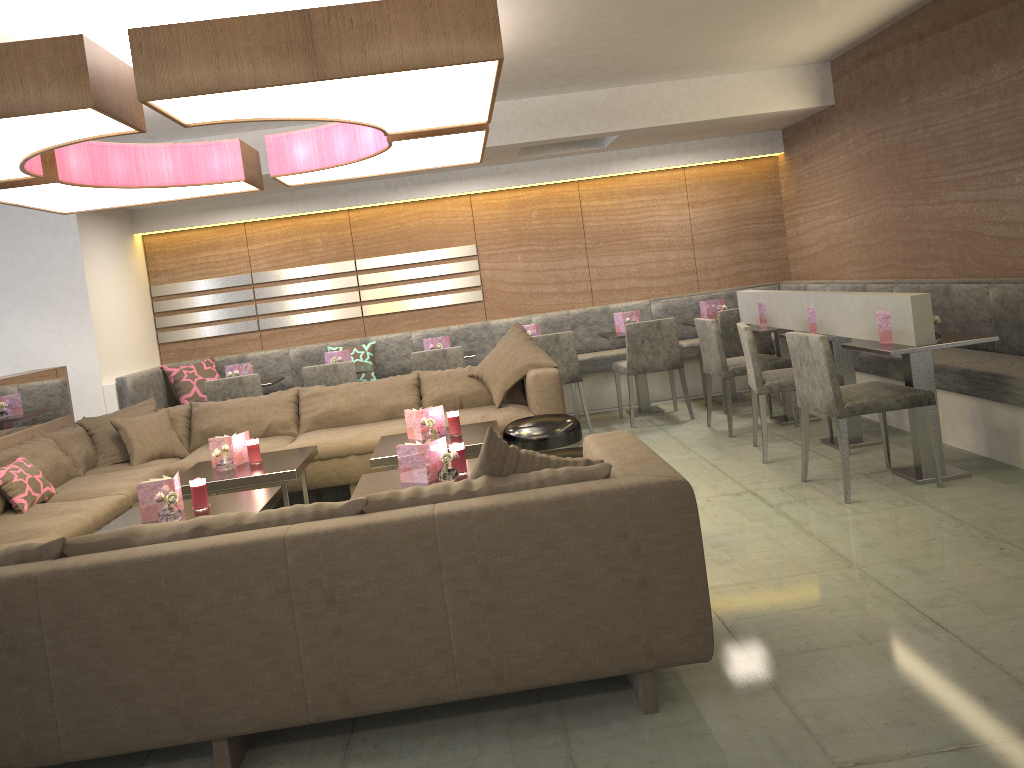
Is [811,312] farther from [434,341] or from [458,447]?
[434,341]

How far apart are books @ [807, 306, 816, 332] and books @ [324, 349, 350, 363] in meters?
3.5

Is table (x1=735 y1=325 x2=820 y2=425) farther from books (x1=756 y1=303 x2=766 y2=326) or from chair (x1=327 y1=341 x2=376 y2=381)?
chair (x1=327 y1=341 x2=376 y2=381)

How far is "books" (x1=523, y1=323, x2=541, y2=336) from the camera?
6.93m

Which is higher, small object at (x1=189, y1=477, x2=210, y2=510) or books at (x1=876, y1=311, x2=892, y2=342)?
books at (x1=876, y1=311, x2=892, y2=342)

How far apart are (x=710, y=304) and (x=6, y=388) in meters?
4.9 m

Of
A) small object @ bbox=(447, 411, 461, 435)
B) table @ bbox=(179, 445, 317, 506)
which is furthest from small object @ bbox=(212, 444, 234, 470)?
small object @ bbox=(447, 411, 461, 435)

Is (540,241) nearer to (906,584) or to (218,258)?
(218,258)

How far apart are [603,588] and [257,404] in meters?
3.8

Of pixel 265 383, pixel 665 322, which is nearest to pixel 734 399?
pixel 665 322
